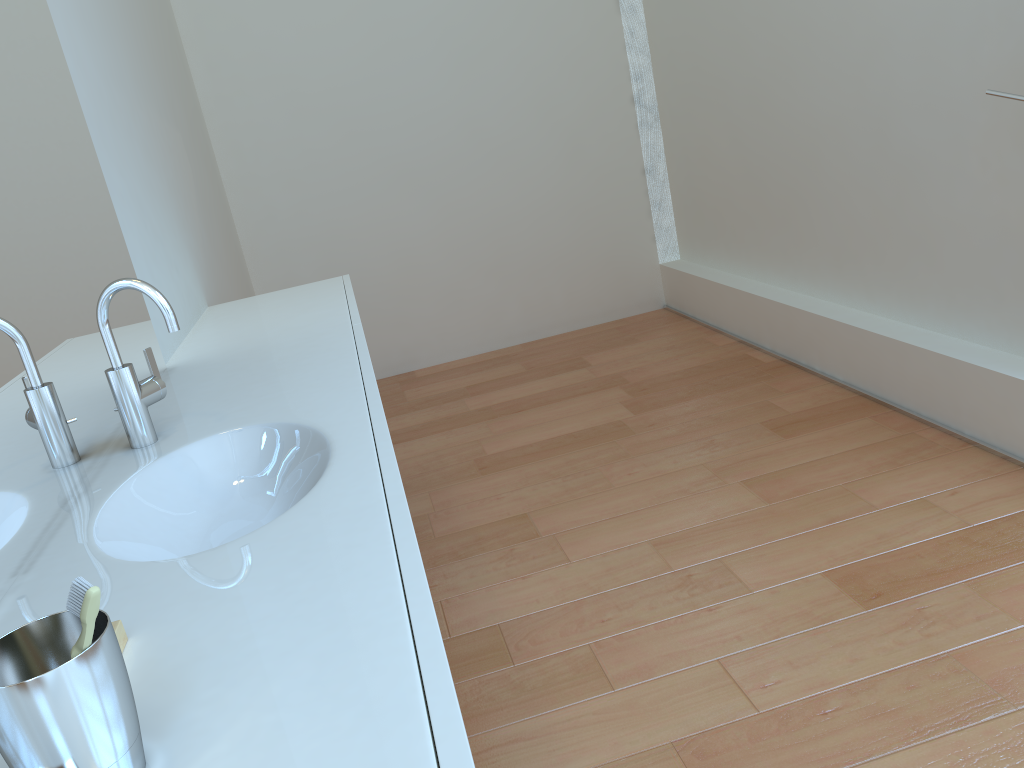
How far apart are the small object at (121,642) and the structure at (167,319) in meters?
0.6

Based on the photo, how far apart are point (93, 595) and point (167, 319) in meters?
0.9 m

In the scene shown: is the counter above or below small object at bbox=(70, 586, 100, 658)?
below

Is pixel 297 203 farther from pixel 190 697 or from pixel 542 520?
pixel 190 697

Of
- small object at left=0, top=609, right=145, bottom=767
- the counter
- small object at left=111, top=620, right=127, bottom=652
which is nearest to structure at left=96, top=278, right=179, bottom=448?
the counter

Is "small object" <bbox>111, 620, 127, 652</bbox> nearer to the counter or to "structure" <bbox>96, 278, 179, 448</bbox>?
the counter

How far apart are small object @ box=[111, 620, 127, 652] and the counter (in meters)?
0.01

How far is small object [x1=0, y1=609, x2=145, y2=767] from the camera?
0.6m

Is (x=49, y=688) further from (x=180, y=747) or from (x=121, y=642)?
(x=121, y=642)

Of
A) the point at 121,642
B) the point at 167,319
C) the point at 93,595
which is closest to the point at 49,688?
the point at 93,595
